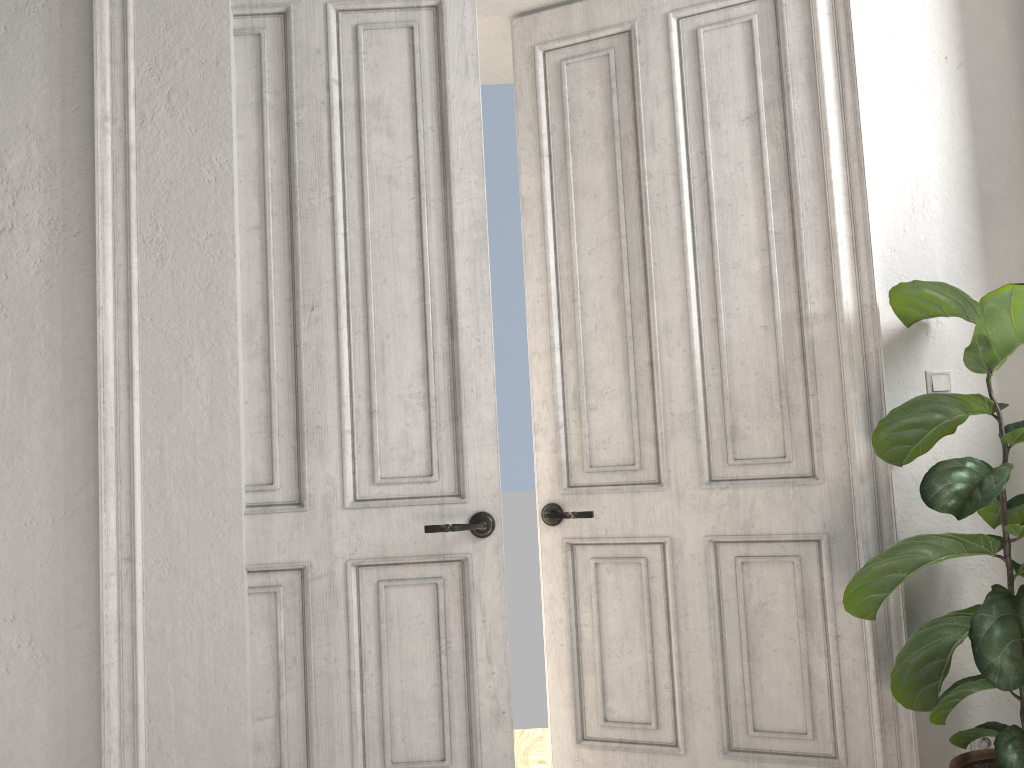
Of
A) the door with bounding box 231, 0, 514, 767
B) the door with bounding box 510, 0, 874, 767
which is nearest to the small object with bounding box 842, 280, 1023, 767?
the door with bounding box 510, 0, 874, 767

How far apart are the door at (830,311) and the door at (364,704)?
0.3 meters

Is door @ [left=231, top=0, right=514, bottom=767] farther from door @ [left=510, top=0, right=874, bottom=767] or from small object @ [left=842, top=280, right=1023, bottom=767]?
small object @ [left=842, top=280, right=1023, bottom=767]

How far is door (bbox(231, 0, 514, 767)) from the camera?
2.67m

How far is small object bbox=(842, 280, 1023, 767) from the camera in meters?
2.1 m

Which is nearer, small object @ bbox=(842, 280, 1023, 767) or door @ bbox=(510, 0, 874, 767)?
small object @ bbox=(842, 280, 1023, 767)

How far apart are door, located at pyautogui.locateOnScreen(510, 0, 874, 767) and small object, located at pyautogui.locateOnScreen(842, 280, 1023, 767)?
0.1 meters

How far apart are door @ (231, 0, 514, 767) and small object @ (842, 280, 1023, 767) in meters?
1.0

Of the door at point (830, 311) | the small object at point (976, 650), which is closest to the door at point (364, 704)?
the door at point (830, 311)

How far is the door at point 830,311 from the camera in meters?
2.8 m
